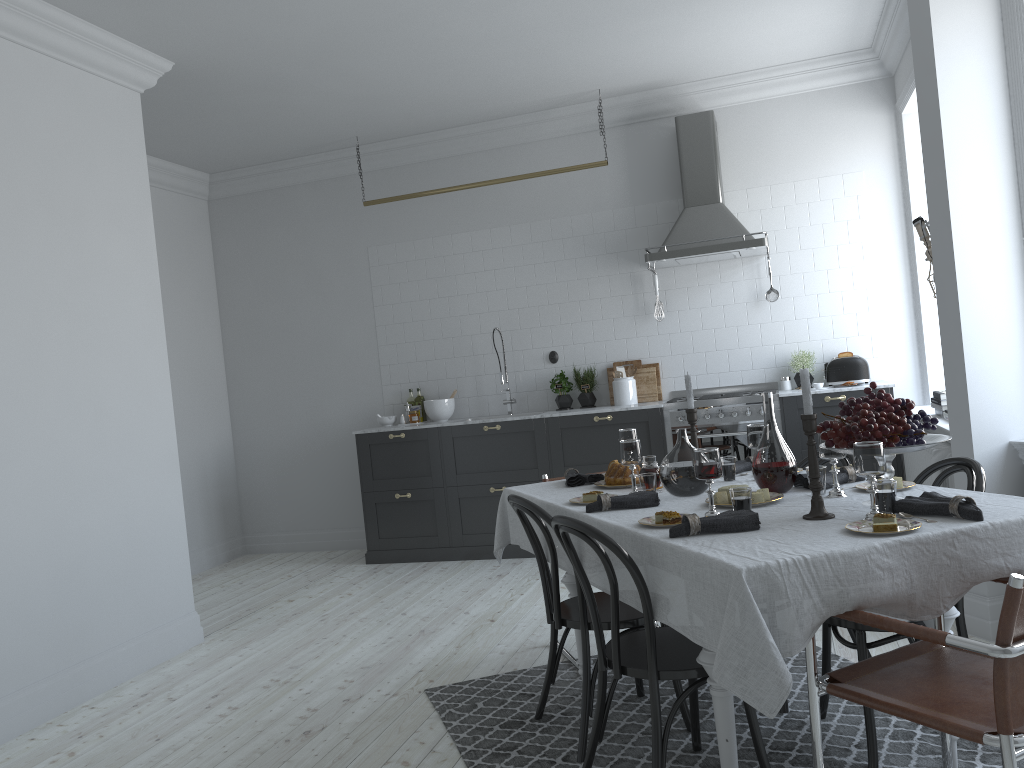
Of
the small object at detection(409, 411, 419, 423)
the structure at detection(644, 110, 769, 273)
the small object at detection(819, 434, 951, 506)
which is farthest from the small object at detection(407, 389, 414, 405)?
the small object at detection(819, 434, 951, 506)

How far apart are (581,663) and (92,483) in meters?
2.6

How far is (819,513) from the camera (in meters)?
2.53

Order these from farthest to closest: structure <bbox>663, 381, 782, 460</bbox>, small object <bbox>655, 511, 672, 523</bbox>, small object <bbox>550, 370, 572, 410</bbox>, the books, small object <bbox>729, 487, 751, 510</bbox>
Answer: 1. small object <bbox>550, 370, 572, 410</bbox>
2. structure <bbox>663, 381, 782, 460</bbox>
3. the books
4. small object <bbox>655, 511, 672, 523</bbox>
5. small object <bbox>729, 487, 751, 510</bbox>

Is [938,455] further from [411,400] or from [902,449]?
[411,400]

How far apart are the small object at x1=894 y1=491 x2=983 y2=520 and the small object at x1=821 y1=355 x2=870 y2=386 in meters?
3.9

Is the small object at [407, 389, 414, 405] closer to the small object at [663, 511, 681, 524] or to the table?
the table

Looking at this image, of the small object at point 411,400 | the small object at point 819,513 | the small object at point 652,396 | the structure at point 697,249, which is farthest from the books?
the small object at point 411,400

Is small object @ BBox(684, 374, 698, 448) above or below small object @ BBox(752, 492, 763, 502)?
above

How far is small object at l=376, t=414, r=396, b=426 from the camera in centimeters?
715cm
